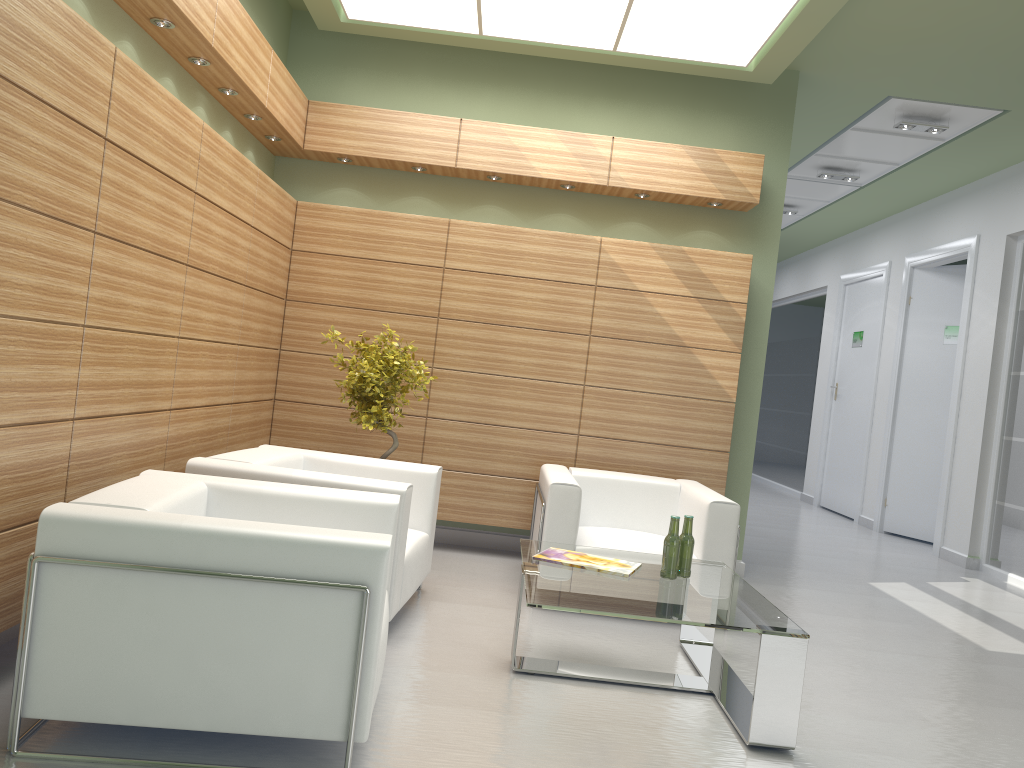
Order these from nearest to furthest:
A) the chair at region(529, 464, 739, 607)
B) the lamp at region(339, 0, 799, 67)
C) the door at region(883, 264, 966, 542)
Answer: the chair at region(529, 464, 739, 607) → the lamp at region(339, 0, 799, 67) → the door at region(883, 264, 966, 542)

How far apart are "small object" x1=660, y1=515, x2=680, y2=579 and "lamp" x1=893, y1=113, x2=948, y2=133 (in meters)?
8.30

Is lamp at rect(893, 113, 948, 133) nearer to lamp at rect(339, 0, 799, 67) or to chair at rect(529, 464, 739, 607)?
lamp at rect(339, 0, 799, 67)

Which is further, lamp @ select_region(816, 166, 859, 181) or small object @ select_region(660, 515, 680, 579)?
lamp @ select_region(816, 166, 859, 181)

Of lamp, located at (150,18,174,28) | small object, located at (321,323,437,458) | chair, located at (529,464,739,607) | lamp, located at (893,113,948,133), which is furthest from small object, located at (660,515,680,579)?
lamp, located at (893,113,948,133)

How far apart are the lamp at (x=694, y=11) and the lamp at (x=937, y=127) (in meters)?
3.47

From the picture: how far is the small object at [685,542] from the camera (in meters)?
6.80

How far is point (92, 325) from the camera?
5.6m

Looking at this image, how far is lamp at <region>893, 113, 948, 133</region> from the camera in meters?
12.2 m

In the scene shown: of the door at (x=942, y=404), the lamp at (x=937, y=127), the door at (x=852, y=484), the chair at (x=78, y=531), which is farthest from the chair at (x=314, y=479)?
the door at (x=852, y=484)
